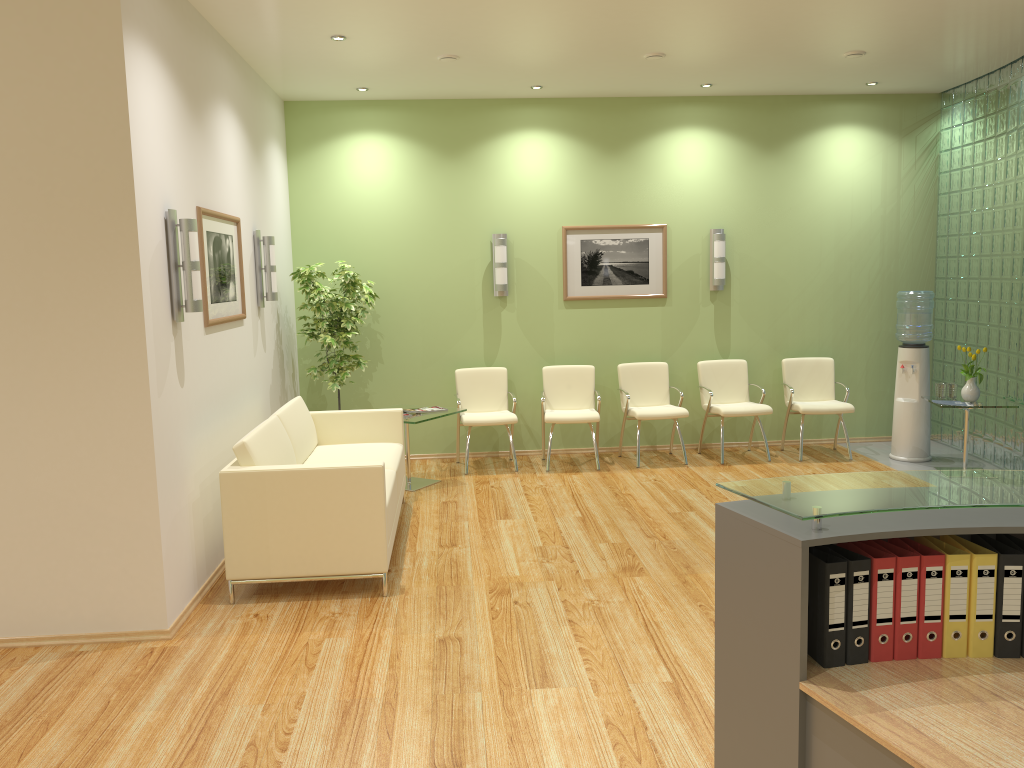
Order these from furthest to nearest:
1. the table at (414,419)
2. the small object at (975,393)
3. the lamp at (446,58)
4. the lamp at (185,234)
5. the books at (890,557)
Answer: the small object at (975,393), the table at (414,419), the lamp at (446,58), the lamp at (185,234), the books at (890,557)

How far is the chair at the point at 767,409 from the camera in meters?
8.0 m

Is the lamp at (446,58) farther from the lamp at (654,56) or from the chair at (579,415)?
the chair at (579,415)

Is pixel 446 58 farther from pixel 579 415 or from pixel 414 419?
pixel 579 415

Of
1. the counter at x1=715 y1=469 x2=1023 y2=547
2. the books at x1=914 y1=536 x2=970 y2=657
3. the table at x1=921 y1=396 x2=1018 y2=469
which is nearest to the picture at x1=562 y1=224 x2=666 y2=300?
the table at x1=921 y1=396 x2=1018 y2=469

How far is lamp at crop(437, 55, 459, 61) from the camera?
6.53m

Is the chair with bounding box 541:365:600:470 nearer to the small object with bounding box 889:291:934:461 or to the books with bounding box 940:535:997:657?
the small object with bounding box 889:291:934:461

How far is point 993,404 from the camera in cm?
709

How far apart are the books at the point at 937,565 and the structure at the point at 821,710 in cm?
36

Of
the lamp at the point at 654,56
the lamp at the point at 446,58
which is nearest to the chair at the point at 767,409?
the lamp at the point at 654,56
